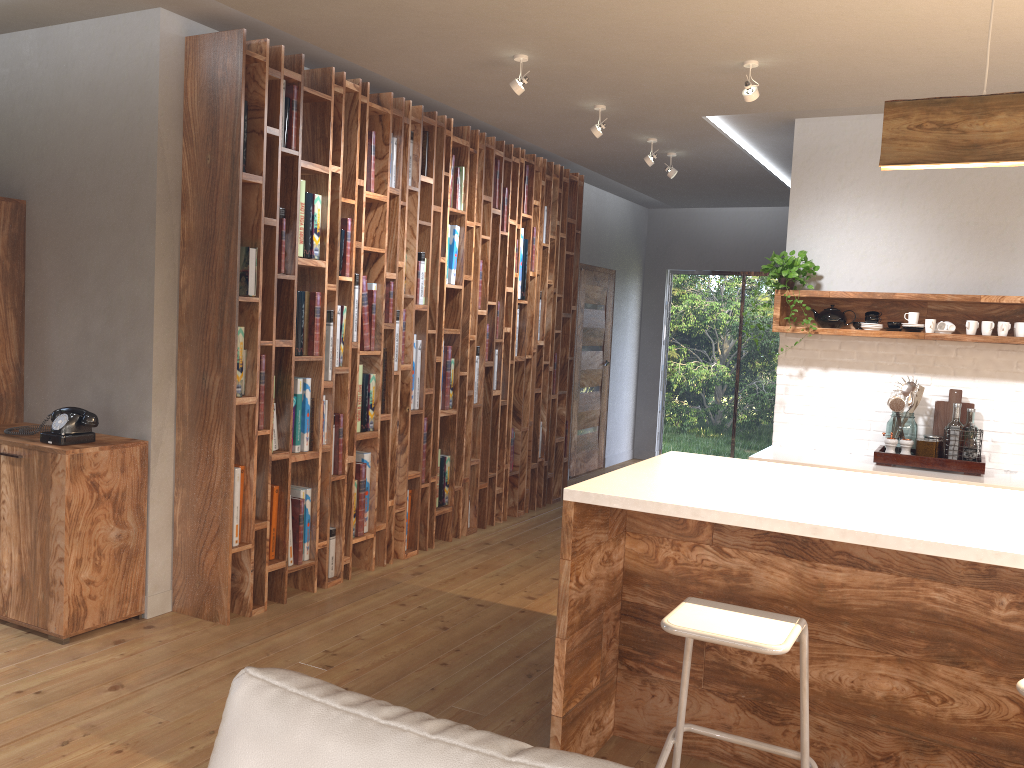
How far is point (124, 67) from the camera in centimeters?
409cm

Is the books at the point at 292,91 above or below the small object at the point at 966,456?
above

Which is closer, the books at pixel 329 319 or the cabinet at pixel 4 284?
the cabinet at pixel 4 284

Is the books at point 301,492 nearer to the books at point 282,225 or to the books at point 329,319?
the books at point 329,319

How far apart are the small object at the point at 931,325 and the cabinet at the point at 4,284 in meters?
4.8 m

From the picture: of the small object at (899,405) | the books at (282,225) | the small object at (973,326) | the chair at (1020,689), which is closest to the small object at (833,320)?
the small object at (899,405)

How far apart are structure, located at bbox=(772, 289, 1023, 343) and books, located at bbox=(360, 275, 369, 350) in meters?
2.4 m

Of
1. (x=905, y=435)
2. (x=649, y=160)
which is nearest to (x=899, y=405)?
(x=905, y=435)

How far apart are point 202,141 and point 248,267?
0.61m

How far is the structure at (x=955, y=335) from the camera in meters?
4.8 m
